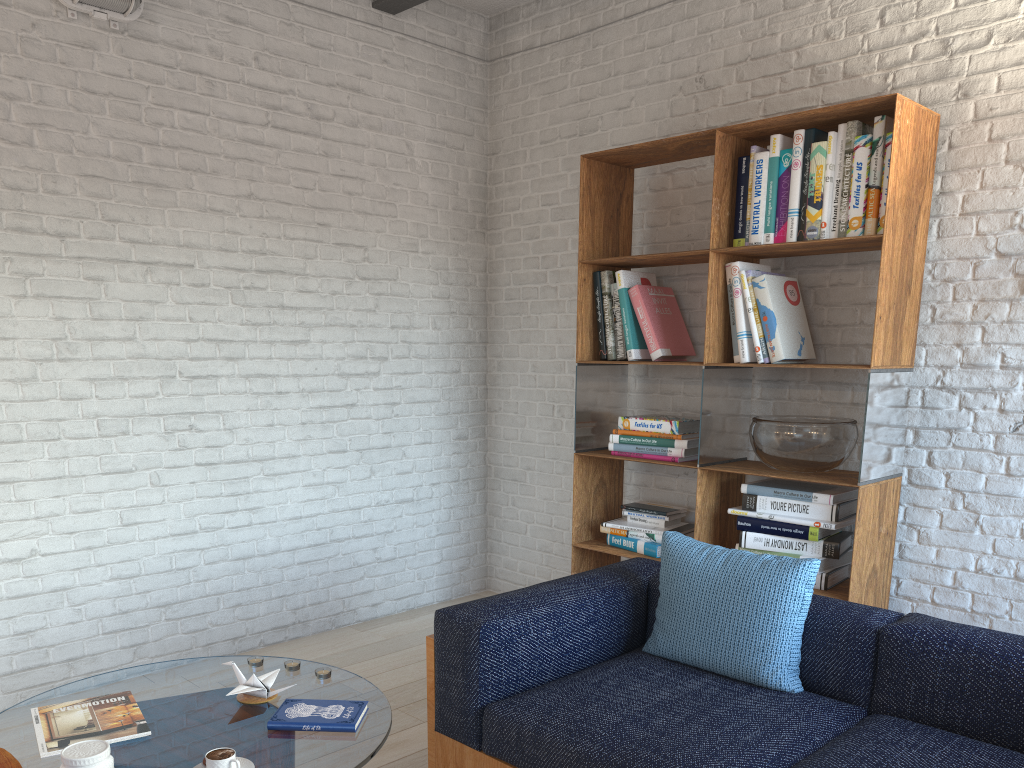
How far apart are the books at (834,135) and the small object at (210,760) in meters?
2.5 m

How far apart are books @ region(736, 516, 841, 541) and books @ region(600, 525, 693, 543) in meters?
0.4

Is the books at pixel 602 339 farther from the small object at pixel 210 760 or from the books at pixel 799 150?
the small object at pixel 210 760

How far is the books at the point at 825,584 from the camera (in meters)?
3.19

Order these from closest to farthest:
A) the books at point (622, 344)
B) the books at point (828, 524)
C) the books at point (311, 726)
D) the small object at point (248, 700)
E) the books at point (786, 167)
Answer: the books at point (311, 726), the small object at point (248, 700), the books at point (828, 524), the books at point (786, 167), the books at point (622, 344)

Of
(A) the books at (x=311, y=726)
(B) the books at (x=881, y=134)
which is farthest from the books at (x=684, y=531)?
(A) the books at (x=311, y=726)

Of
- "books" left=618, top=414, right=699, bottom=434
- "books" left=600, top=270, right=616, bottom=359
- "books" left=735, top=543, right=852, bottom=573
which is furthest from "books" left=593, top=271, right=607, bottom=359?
"books" left=735, top=543, right=852, bottom=573

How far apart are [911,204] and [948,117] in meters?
0.4

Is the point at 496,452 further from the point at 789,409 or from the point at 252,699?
the point at 252,699

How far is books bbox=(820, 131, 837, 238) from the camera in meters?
3.2 m
